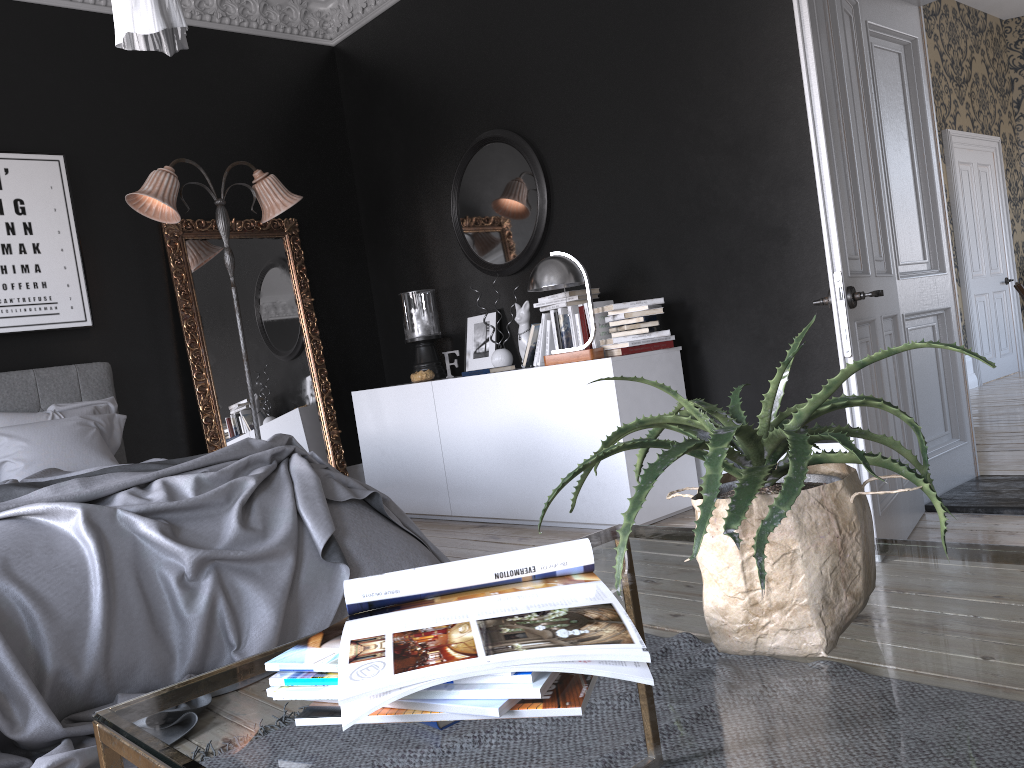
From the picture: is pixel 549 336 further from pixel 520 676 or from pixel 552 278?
pixel 520 676

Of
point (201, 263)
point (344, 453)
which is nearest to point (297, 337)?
point (201, 263)

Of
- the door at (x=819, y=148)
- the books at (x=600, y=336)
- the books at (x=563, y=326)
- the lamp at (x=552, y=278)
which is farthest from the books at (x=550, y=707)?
the books at (x=563, y=326)

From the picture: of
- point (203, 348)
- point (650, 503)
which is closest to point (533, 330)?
point (650, 503)

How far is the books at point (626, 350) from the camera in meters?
4.6 m

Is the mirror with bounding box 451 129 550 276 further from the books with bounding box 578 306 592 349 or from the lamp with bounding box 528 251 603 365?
the books with bounding box 578 306 592 349

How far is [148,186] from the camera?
5.1m

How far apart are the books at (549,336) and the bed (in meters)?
1.68

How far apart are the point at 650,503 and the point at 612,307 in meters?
1.0

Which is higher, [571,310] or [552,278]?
[552,278]
